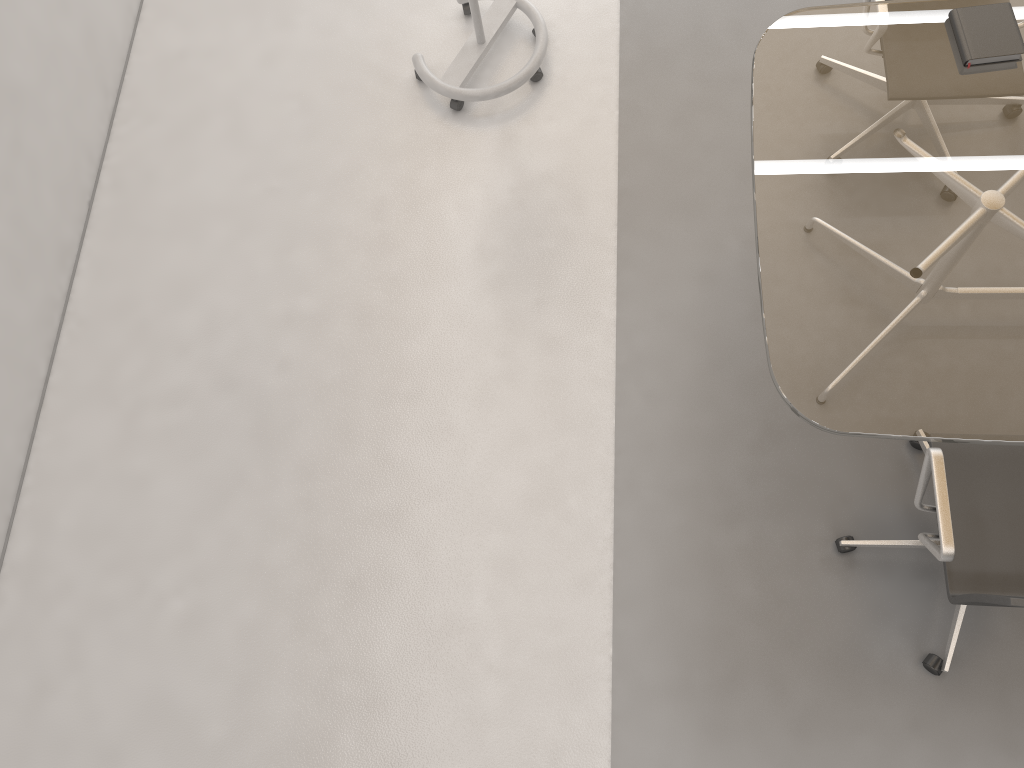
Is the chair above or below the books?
below

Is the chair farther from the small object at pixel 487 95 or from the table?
the small object at pixel 487 95

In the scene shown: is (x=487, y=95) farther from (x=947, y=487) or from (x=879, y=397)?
(x=947, y=487)

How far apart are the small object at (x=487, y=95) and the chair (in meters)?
1.94

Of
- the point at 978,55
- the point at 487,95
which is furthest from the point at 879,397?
the point at 487,95

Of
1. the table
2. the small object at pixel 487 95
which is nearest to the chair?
the table

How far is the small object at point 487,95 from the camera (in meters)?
3.40

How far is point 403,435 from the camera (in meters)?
3.06

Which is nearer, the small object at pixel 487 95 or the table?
the table

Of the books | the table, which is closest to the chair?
the table
